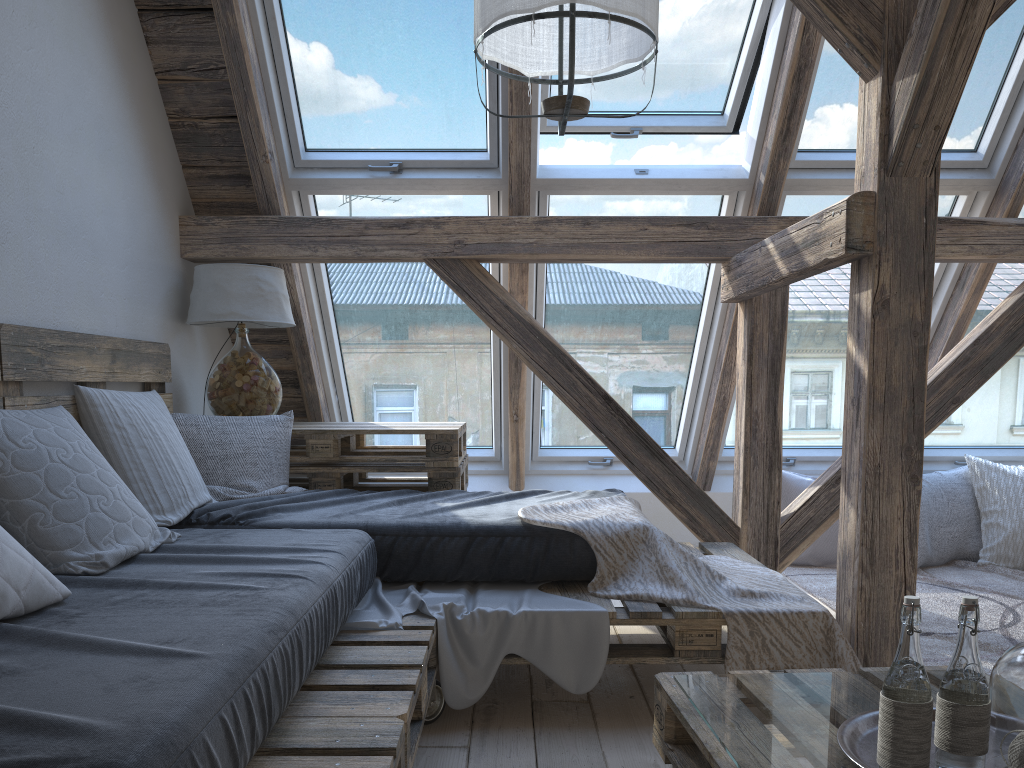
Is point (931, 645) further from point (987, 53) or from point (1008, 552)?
point (987, 53)

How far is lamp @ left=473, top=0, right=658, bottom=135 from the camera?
→ 1.9m

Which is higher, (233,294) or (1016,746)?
(233,294)

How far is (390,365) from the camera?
4.1 meters

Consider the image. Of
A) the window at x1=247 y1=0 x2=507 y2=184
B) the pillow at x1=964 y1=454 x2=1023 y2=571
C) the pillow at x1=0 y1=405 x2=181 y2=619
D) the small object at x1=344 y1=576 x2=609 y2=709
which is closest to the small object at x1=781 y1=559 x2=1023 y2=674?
the pillow at x1=964 y1=454 x2=1023 y2=571

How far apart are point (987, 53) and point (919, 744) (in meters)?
2.84

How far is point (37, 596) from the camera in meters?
1.5 m

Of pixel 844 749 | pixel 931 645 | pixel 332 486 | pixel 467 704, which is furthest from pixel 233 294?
pixel 931 645

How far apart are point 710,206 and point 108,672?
2.96m

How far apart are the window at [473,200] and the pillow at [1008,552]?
2.3m
